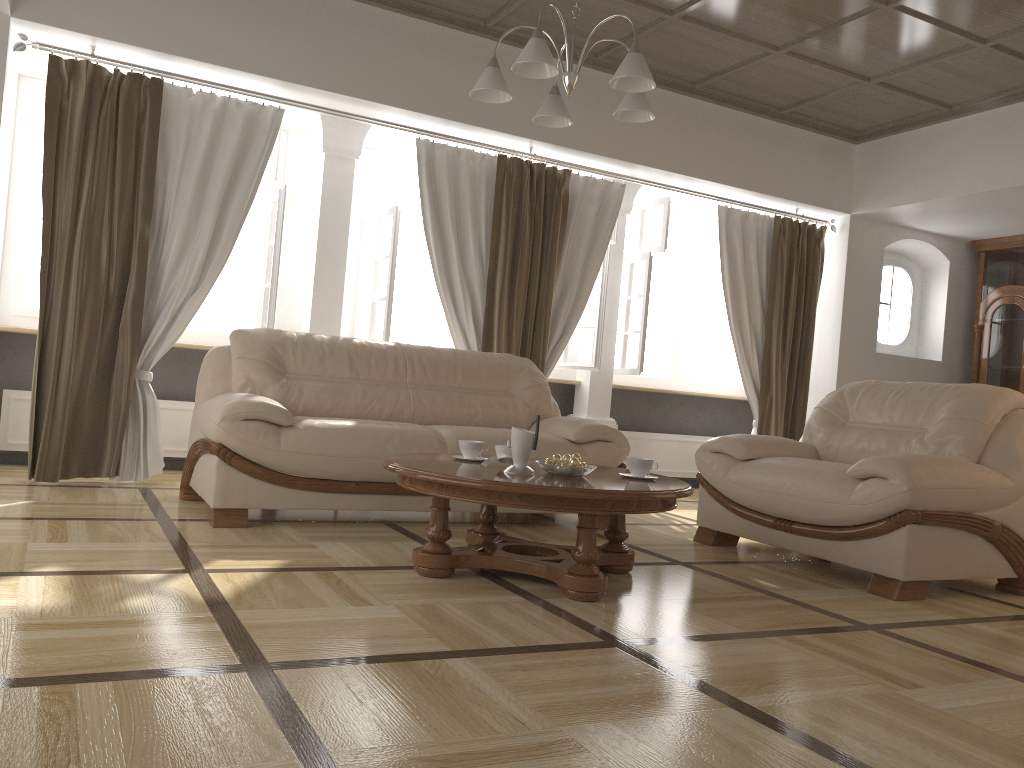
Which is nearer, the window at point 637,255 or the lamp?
the lamp

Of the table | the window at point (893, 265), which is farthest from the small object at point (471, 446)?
the window at point (893, 265)

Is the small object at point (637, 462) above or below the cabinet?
below

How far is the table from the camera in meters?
2.8 m

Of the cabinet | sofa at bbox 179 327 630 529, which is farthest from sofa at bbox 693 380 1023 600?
the cabinet

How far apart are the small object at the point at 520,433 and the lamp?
1.27m

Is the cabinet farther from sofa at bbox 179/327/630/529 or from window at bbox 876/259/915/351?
sofa at bbox 179/327/630/529

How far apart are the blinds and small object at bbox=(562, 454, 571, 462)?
2.5m

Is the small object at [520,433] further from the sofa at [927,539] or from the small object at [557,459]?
the sofa at [927,539]

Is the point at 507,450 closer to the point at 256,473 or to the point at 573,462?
the point at 573,462
